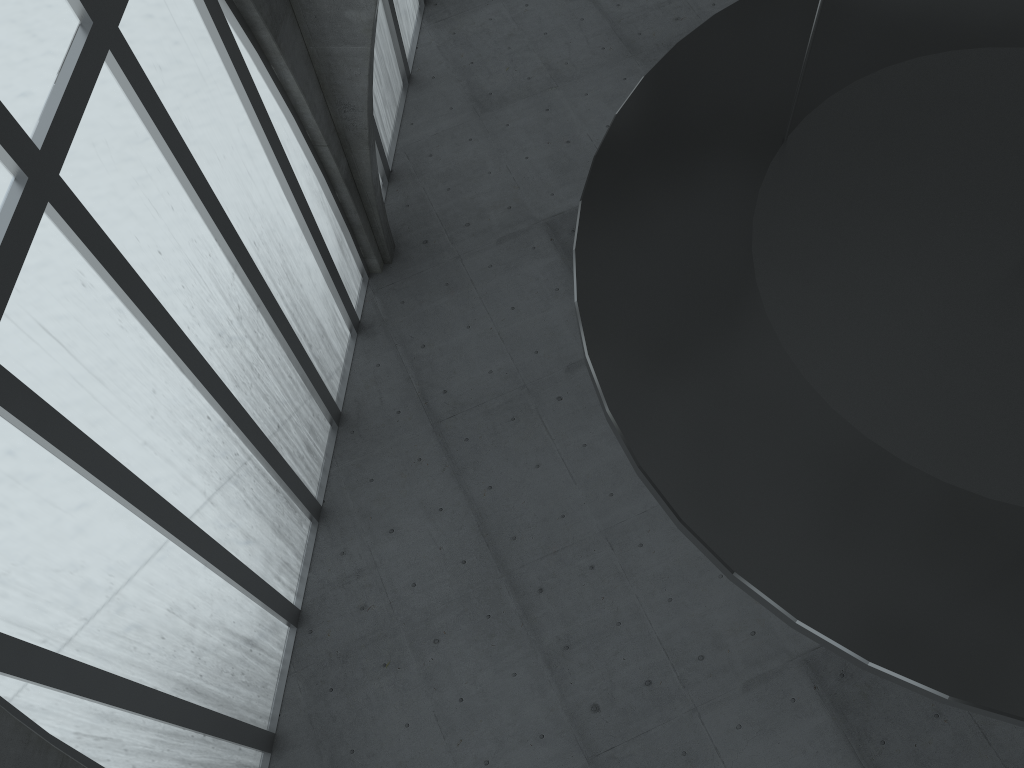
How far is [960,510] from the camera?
8.5m

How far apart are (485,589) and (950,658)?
17.3 meters

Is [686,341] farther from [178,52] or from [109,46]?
[178,52]
